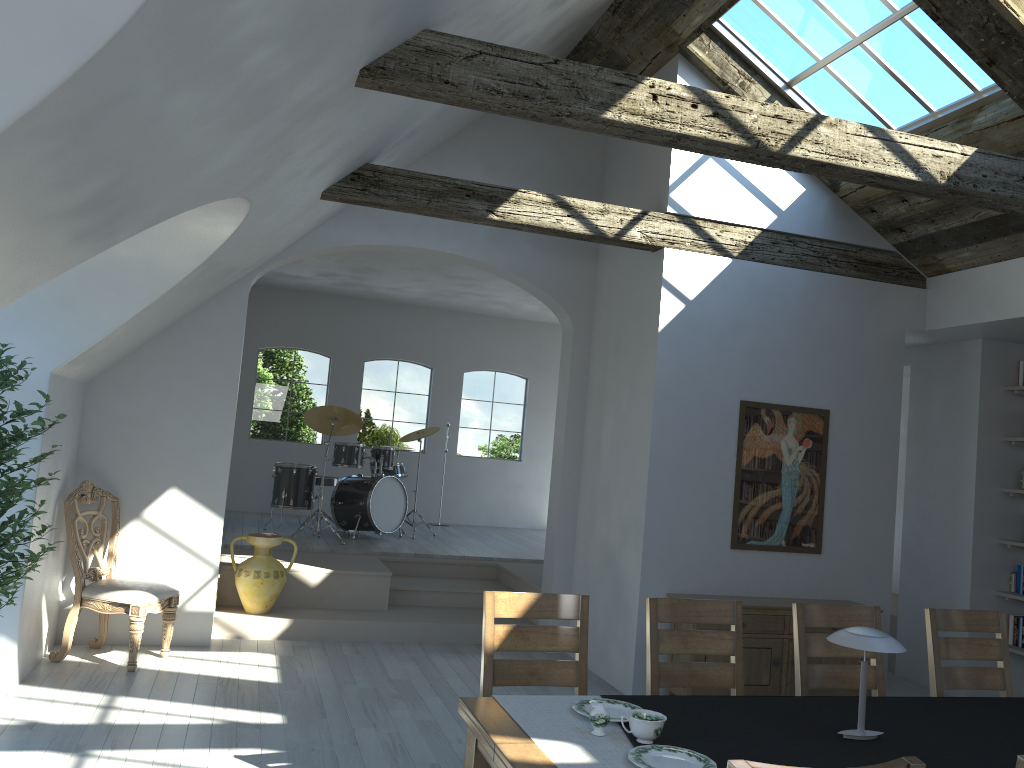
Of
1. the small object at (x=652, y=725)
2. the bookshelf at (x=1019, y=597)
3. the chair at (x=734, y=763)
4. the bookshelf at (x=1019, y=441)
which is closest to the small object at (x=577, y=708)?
the small object at (x=652, y=725)

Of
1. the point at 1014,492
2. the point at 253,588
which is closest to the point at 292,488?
the point at 253,588

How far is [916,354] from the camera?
7.6 meters

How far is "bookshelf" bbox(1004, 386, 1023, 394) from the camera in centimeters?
681cm

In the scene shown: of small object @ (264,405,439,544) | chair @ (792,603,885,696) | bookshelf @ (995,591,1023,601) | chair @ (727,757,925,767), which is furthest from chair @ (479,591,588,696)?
small object @ (264,405,439,544)

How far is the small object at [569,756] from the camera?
2.5 meters

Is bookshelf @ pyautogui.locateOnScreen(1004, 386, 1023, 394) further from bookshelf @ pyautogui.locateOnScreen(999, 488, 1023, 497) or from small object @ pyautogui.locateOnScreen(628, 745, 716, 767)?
small object @ pyautogui.locateOnScreen(628, 745, 716, 767)

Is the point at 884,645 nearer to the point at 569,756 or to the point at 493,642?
the point at 569,756

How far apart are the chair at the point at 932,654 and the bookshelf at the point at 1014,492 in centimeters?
273cm

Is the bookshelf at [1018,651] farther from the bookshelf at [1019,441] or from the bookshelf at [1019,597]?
the bookshelf at [1019,441]
